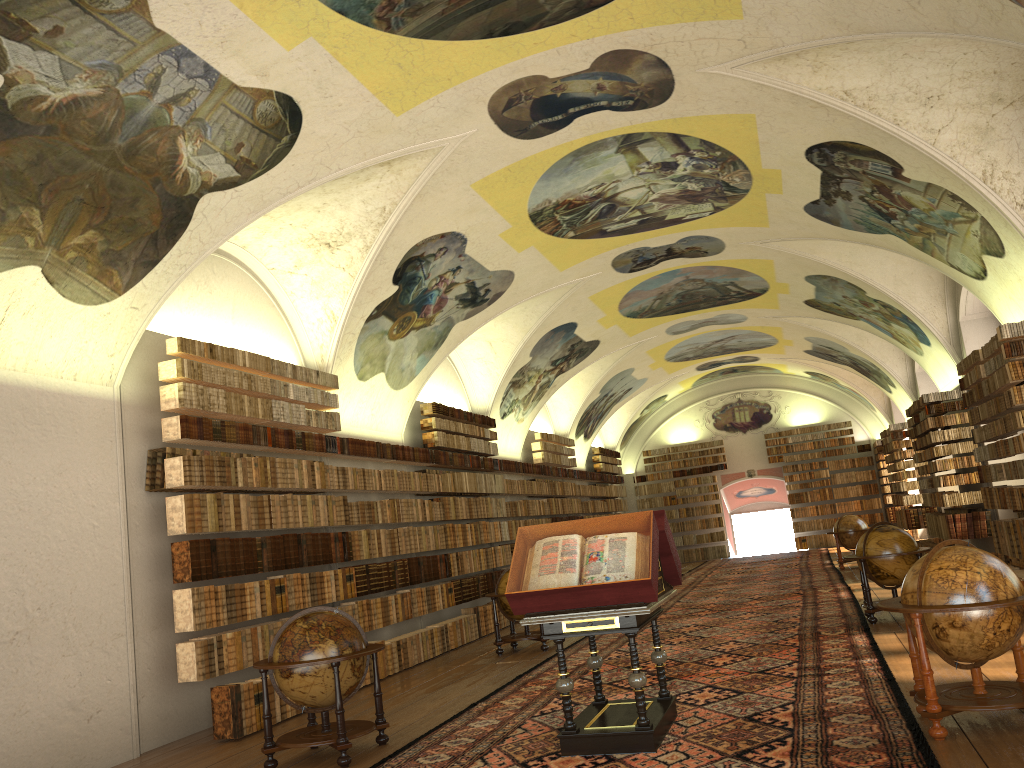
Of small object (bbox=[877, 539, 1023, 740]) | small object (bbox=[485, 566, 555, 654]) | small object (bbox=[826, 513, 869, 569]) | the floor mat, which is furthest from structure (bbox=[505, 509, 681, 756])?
small object (bbox=[826, 513, 869, 569])

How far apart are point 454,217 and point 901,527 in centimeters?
2065cm

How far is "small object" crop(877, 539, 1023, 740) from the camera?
6.6m

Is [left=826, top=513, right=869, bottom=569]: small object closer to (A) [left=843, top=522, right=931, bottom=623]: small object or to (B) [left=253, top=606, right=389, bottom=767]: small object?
(A) [left=843, top=522, right=931, bottom=623]: small object

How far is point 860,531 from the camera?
23.2 meters

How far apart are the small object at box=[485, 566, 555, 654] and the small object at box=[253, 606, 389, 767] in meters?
5.7 m

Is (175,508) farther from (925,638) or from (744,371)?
(744,371)

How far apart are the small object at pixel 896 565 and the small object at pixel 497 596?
5.0m

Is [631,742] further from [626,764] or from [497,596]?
[497,596]

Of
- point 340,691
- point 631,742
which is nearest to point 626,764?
point 631,742
